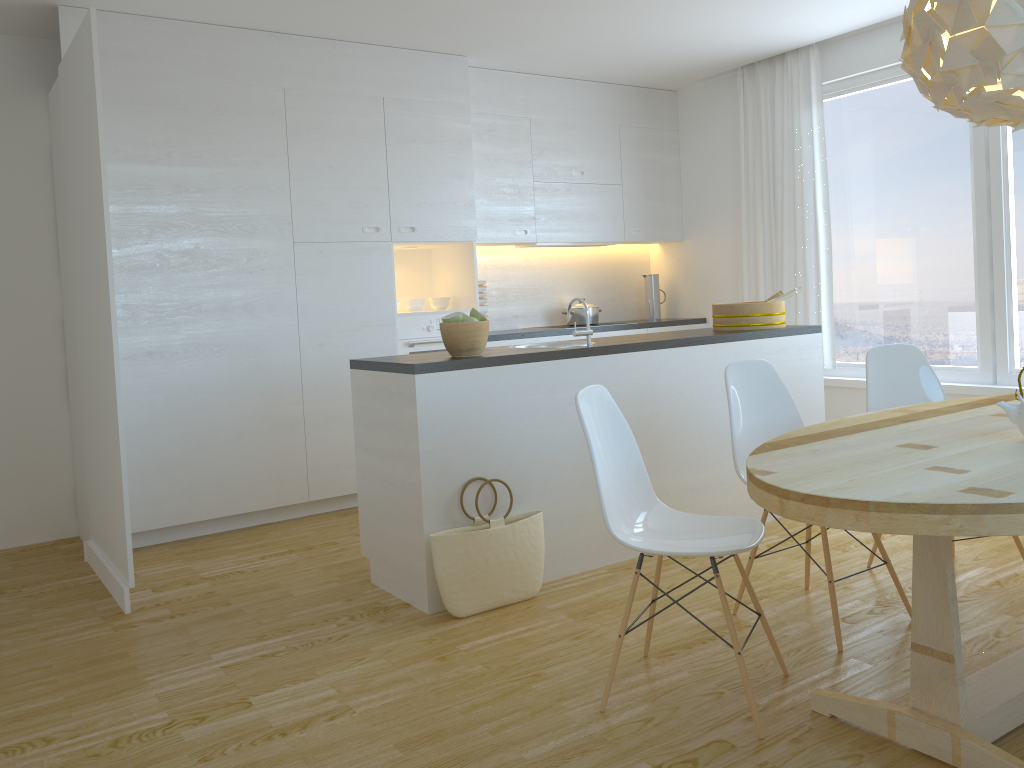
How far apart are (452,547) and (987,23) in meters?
2.3

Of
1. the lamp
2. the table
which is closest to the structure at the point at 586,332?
the table

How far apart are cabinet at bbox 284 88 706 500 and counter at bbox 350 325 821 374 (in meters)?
1.26

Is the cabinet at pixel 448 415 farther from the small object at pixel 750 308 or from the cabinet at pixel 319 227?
the cabinet at pixel 319 227

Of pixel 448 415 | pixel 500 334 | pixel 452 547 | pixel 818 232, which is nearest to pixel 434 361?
pixel 448 415

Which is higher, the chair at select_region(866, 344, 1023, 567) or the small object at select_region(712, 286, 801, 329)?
the small object at select_region(712, 286, 801, 329)

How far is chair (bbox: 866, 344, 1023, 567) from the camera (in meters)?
3.64

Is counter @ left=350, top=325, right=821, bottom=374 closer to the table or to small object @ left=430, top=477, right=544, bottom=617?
small object @ left=430, top=477, right=544, bottom=617

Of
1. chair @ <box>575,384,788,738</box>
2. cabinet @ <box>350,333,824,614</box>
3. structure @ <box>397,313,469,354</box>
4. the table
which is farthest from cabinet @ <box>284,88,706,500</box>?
the table

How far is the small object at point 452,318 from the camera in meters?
3.5 m
